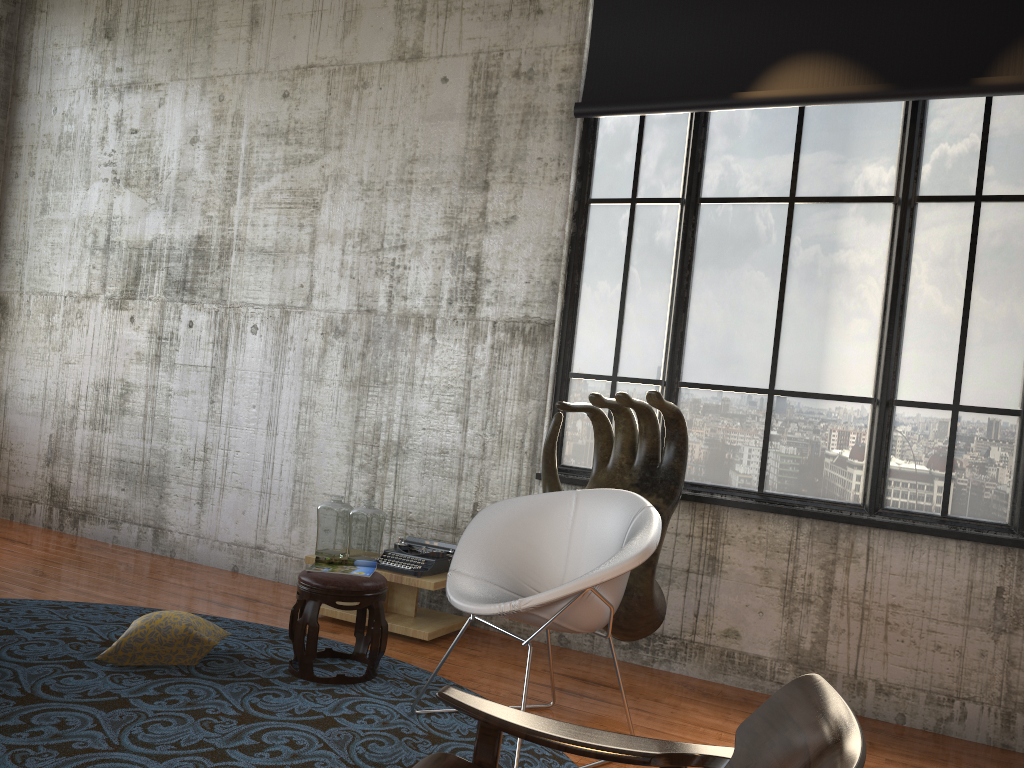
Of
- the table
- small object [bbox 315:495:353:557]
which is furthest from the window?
small object [bbox 315:495:353:557]

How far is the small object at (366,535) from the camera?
5.0m

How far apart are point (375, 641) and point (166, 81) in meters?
4.8

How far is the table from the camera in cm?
479

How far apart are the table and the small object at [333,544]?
0.1 meters

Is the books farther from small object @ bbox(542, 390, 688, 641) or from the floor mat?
small object @ bbox(542, 390, 688, 641)

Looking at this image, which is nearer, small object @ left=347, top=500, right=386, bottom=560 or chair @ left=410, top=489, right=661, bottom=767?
chair @ left=410, top=489, right=661, bottom=767

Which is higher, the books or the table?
the books

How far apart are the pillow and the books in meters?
0.5 m

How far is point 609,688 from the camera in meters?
4.4
